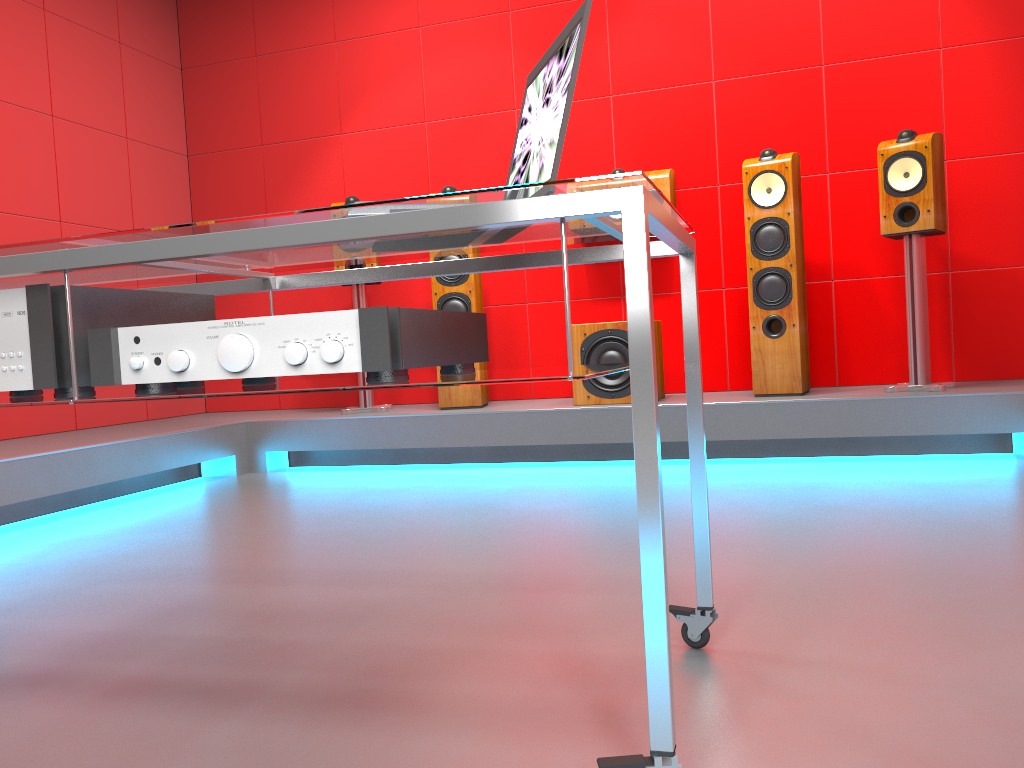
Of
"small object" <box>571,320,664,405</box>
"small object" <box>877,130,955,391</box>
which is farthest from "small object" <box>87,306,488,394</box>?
"small object" <box>877,130,955,391</box>

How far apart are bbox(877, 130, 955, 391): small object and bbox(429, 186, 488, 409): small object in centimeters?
178cm

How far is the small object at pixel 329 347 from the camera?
1.07m

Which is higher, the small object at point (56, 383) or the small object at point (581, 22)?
the small object at point (581, 22)

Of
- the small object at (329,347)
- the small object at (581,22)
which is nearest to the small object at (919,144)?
the small object at (581,22)

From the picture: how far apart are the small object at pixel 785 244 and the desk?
2.4m

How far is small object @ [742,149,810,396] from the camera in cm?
370

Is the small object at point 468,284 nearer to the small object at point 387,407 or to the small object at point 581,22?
the small object at point 387,407

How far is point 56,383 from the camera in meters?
1.2

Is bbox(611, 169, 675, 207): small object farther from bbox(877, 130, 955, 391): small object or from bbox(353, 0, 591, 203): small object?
bbox(353, 0, 591, 203): small object
